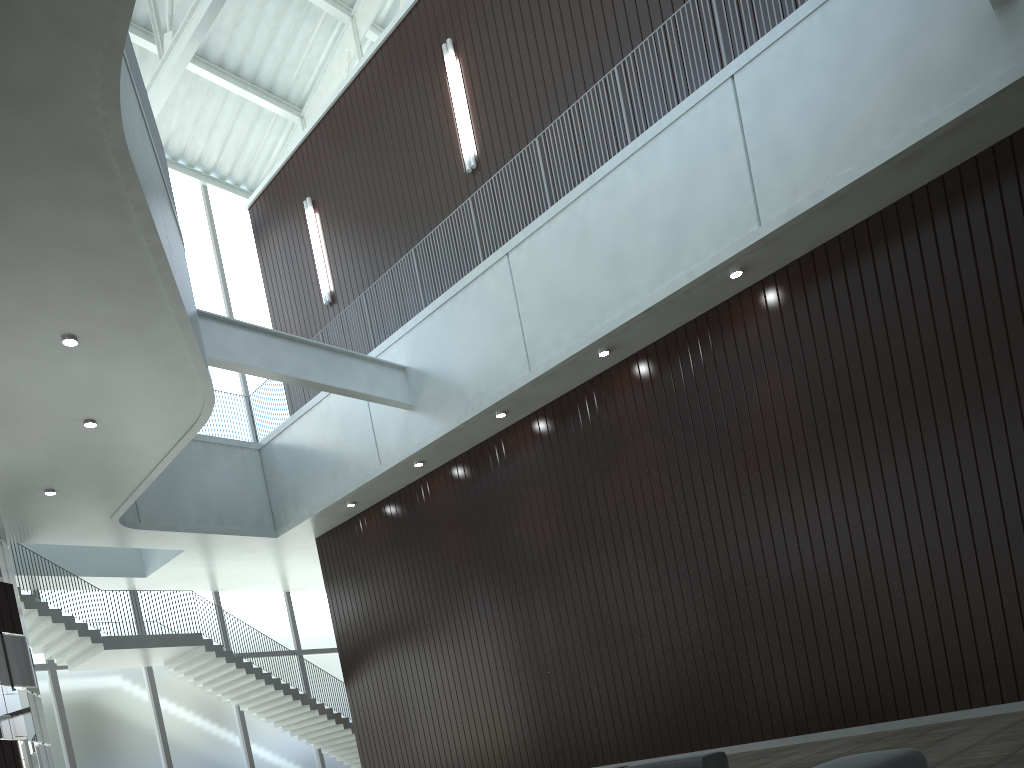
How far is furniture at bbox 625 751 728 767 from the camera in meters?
28.3 m

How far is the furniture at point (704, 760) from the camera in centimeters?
2830cm

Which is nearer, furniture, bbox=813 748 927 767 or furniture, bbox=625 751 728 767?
furniture, bbox=813 748 927 767

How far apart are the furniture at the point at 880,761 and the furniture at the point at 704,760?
12.11m

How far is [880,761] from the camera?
15.7 meters

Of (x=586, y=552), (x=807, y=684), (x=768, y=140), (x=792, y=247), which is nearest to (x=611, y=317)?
(x=792, y=247)

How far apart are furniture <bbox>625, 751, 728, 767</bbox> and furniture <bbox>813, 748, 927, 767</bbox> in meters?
12.1 m

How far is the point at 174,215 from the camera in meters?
43.4 m

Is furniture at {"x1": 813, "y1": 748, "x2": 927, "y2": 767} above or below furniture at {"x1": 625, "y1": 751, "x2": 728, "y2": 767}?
below
